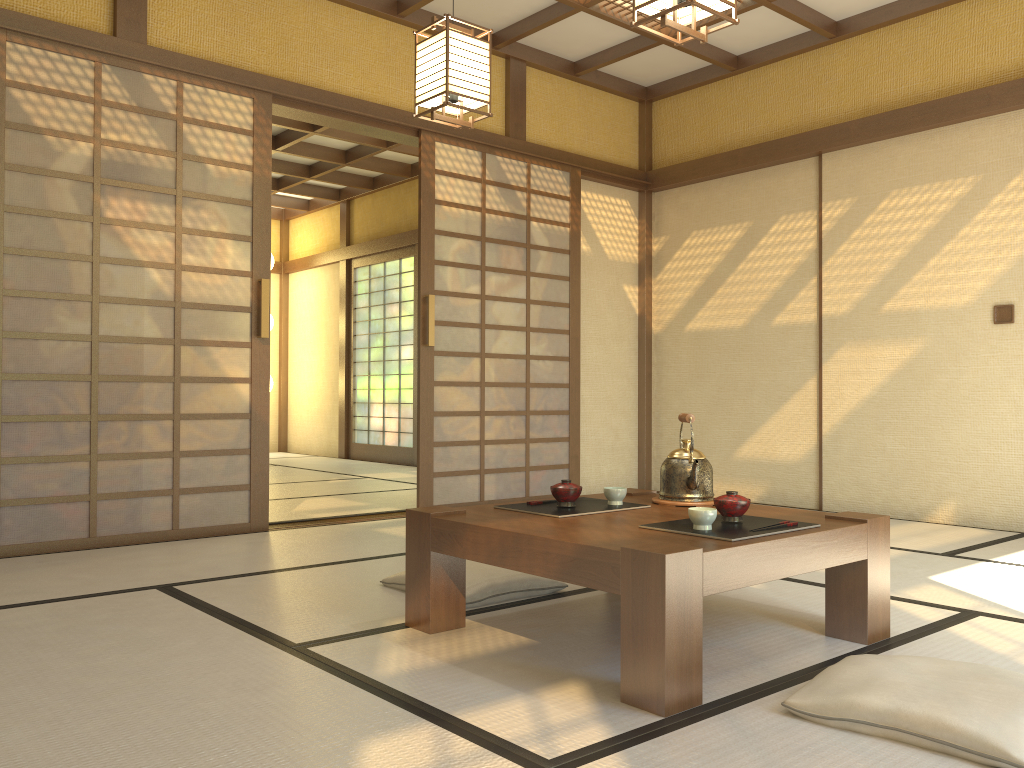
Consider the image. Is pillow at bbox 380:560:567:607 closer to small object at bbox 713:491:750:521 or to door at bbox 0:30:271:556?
small object at bbox 713:491:750:521

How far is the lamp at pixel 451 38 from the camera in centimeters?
342cm

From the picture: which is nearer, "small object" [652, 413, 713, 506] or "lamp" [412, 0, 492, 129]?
"small object" [652, 413, 713, 506]

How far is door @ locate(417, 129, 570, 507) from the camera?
5.3 meters

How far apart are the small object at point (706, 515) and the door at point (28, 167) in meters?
2.8 m

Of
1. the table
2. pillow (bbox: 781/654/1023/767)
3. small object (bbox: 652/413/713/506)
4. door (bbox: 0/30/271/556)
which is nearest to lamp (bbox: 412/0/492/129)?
door (bbox: 0/30/271/556)

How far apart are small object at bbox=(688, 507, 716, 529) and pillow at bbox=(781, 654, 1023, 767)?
0.4 meters

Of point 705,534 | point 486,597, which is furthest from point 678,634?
point 486,597

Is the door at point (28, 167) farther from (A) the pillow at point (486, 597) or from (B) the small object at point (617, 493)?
(B) the small object at point (617, 493)

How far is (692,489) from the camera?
2.8 meters
